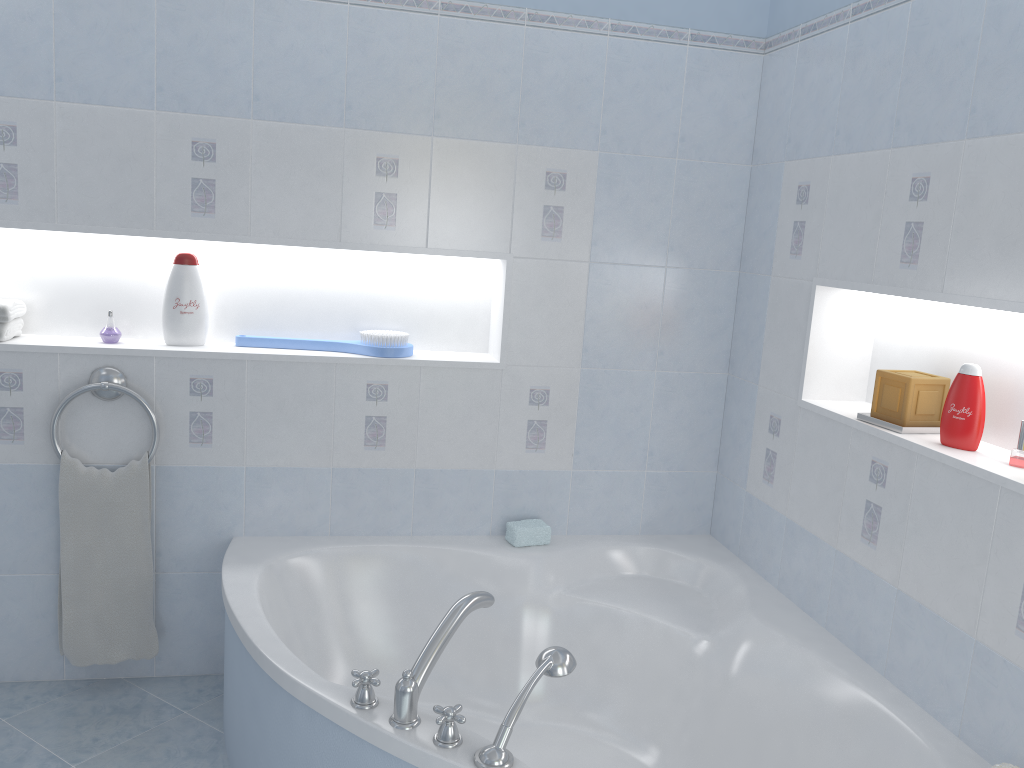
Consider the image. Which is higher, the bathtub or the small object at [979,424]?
the small object at [979,424]

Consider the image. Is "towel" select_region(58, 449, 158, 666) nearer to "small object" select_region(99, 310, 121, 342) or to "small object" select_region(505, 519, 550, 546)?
"small object" select_region(99, 310, 121, 342)

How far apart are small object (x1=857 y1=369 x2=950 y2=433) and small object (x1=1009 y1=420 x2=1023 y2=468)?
0.3 meters

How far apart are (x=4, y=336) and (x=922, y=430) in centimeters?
242cm

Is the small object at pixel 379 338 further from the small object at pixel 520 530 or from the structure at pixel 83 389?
the small object at pixel 520 530

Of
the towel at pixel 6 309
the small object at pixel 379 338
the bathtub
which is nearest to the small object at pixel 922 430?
the bathtub

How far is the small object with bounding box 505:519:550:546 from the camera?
2.7 meters

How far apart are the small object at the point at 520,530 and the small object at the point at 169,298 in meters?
1.1

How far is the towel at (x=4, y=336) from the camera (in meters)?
2.46

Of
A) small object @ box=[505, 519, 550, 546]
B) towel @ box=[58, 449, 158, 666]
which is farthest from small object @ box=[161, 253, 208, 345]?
small object @ box=[505, 519, 550, 546]
